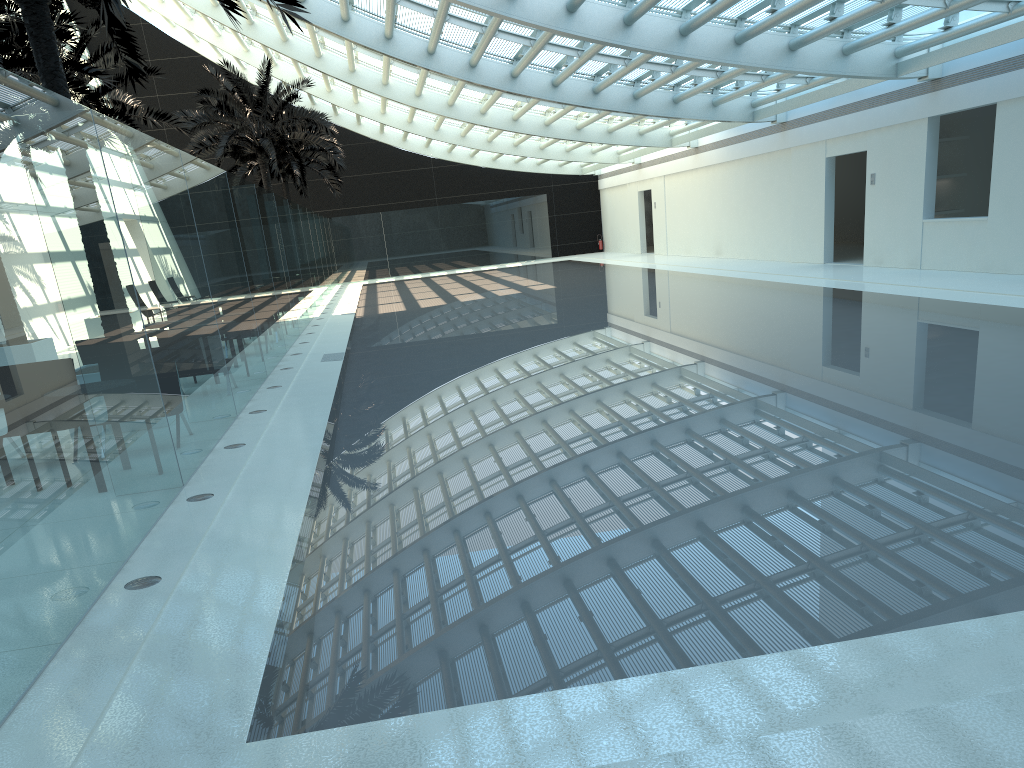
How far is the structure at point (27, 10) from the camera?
8.9 meters

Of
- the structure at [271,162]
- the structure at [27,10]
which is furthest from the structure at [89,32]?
the structure at [27,10]

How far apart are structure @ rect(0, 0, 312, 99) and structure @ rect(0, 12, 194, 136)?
8.8m

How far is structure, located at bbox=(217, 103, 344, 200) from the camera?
33.66m

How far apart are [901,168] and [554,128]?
12.4m

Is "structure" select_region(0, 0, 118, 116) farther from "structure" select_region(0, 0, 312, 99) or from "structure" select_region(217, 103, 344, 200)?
"structure" select_region(217, 103, 344, 200)

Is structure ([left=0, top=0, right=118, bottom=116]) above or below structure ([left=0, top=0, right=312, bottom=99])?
above

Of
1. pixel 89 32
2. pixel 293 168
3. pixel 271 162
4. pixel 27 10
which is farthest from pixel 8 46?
pixel 293 168

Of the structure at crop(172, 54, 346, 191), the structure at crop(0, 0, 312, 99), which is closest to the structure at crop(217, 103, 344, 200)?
the structure at crop(172, 54, 346, 191)

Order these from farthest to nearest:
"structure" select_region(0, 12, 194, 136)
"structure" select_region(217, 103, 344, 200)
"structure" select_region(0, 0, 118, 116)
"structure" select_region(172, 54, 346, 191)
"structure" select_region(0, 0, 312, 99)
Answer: "structure" select_region(217, 103, 344, 200) → "structure" select_region(172, 54, 346, 191) → "structure" select_region(0, 12, 194, 136) → "structure" select_region(0, 0, 118, 116) → "structure" select_region(0, 0, 312, 99)
